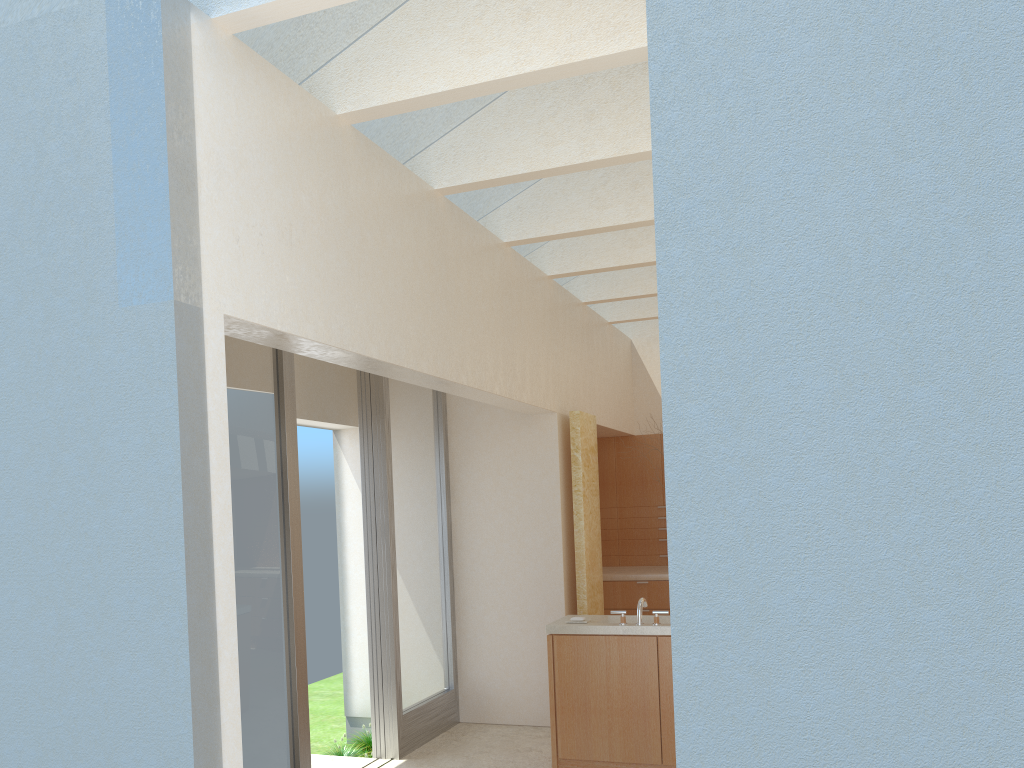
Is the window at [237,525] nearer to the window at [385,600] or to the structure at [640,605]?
the window at [385,600]

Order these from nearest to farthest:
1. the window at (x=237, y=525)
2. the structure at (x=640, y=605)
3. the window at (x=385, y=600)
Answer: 1. the window at (x=237, y=525)
2. the structure at (x=640, y=605)
3. the window at (x=385, y=600)

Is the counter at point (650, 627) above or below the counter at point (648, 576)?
below

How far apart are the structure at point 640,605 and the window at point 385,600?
4.0 meters

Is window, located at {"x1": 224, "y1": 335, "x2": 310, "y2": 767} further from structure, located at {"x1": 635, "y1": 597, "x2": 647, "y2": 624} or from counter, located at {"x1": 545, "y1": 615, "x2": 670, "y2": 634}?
structure, located at {"x1": 635, "y1": 597, "x2": 647, "y2": 624}

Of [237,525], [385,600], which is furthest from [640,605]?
[237,525]

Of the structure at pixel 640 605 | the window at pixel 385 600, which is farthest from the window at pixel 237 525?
the structure at pixel 640 605

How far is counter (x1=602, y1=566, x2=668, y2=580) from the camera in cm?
1913

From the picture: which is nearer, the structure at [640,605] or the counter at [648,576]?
the structure at [640,605]

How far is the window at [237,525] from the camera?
10.7m
